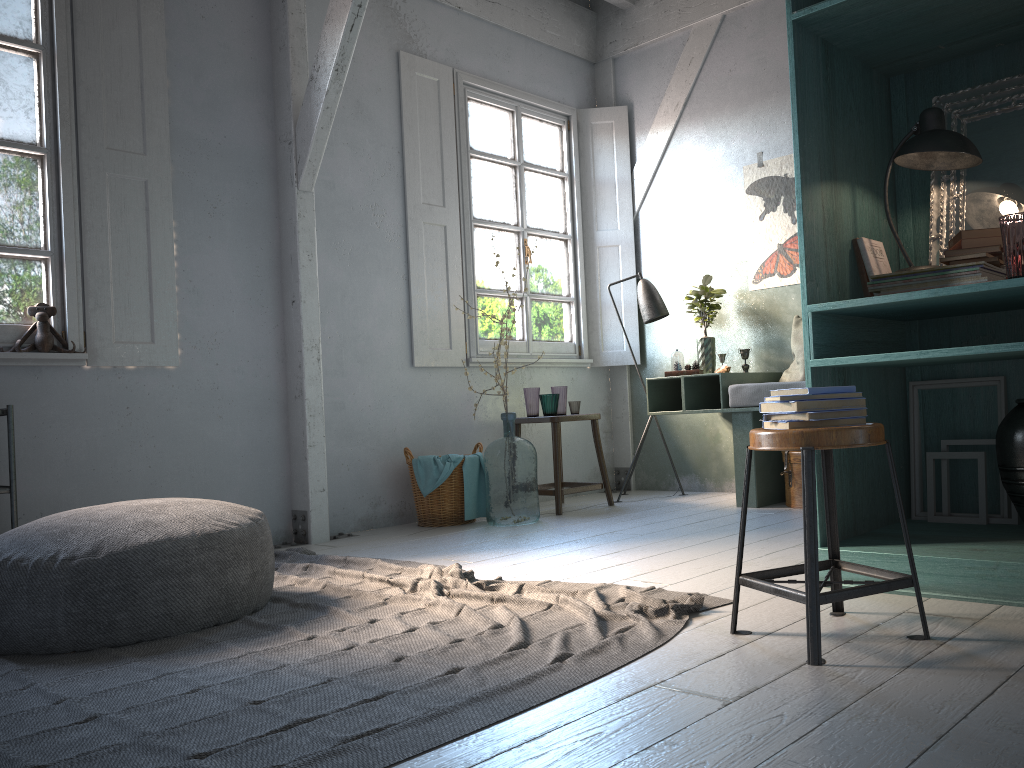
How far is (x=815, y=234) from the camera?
3.3m

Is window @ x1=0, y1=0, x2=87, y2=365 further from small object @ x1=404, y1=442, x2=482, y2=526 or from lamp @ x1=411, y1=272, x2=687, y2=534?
lamp @ x1=411, y1=272, x2=687, y2=534

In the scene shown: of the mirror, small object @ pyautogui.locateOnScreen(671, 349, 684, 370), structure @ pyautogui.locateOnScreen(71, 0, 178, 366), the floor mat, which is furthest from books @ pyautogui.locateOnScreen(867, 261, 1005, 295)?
structure @ pyautogui.locateOnScreen(71, 0, 178, 366)

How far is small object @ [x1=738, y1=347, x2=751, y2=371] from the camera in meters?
6.4 m

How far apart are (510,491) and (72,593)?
3.0 meters

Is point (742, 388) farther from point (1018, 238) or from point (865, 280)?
point (1018, 238)

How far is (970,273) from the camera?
3.1 meters

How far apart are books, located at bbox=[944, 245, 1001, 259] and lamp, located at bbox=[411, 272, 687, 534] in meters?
3.7 m

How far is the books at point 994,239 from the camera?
3.1m

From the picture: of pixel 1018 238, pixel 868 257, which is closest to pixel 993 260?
pixel 1018 238
